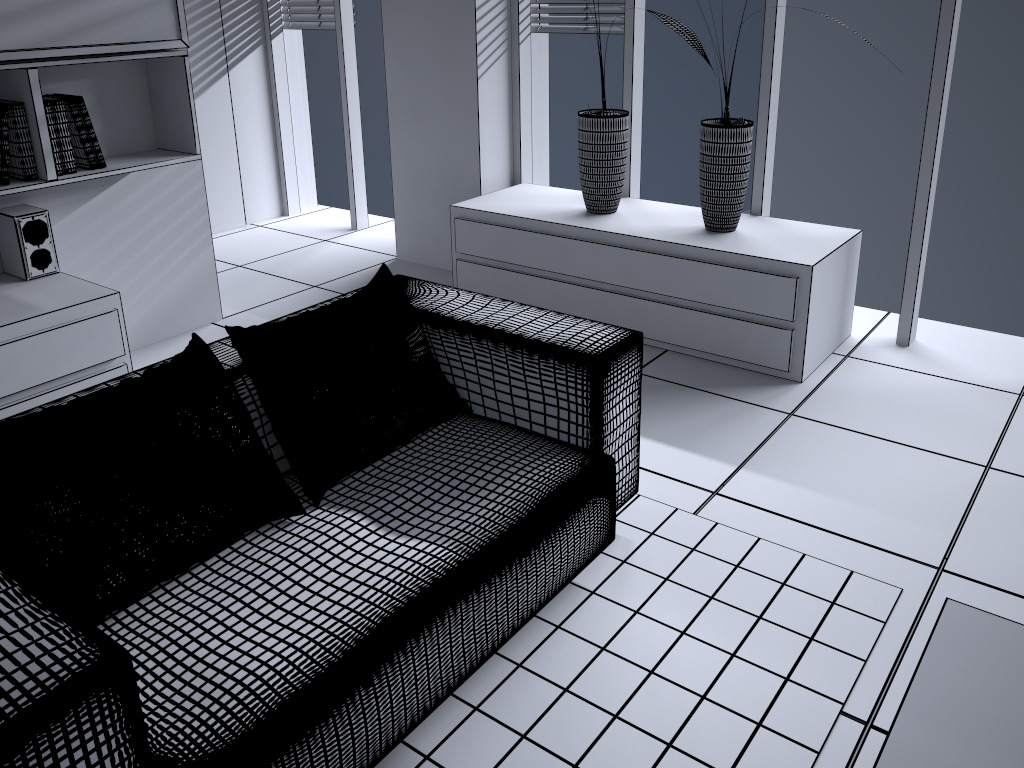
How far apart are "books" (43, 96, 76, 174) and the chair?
1.26m

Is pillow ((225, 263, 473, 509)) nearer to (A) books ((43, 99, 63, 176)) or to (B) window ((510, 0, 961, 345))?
(A) books ((43, 99, 63, 176))

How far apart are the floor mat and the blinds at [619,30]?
2.3 meters

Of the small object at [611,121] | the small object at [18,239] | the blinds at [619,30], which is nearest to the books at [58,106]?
the small object at [18,239]

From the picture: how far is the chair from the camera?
1.25m

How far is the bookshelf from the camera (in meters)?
2.77

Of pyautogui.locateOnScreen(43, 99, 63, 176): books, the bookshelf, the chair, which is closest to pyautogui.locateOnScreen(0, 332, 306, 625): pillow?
the chair

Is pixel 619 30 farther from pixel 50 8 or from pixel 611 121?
pixel 50 8

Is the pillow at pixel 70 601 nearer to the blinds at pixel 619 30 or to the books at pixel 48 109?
the books at pixel 48 109

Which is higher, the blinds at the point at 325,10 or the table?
the blinds at the point at 325,10
